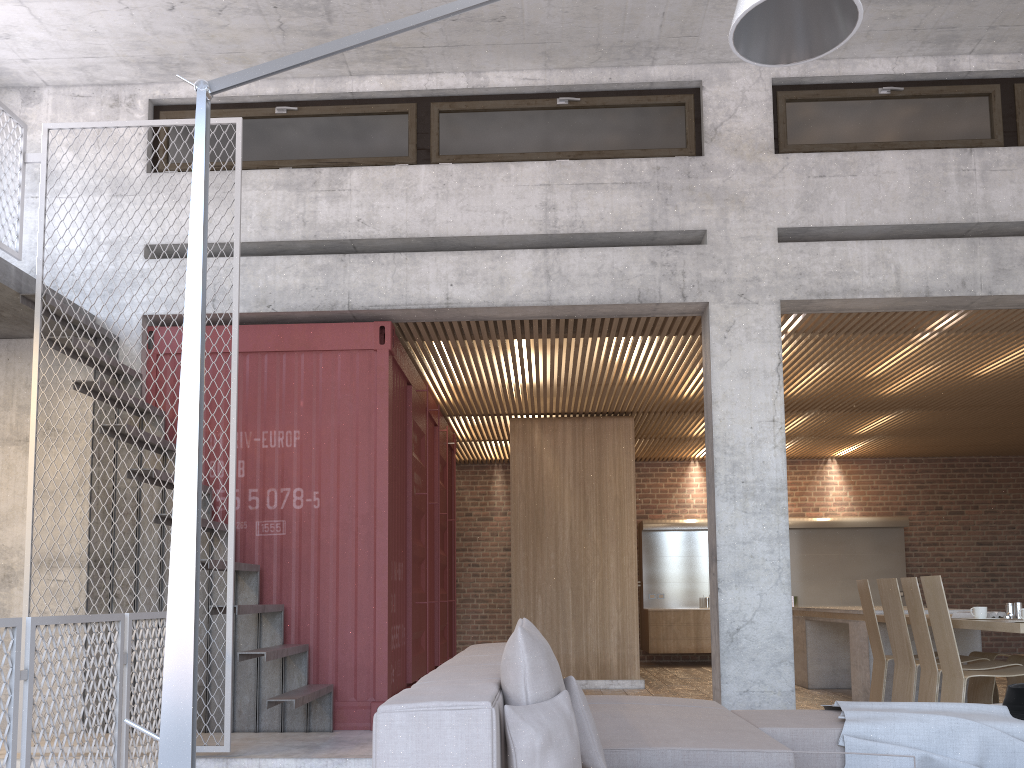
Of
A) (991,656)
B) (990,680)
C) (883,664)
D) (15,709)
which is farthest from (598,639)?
(15,709)

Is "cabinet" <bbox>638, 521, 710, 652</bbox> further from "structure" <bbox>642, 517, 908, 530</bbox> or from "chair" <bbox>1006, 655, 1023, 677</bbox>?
"chair" <bbox>1006, 655, 1023, 677</bbox>

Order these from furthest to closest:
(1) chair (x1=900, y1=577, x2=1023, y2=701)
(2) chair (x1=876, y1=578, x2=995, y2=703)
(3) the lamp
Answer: (2) chair (x1=876, y1=578, x2=995, y2=703)
(1) chair (x1=900, y1=577, x2=1023, y2=701)
(3) the lamp

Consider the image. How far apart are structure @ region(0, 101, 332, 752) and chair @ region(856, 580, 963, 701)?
4.3 meters

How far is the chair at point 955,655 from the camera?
5.6m

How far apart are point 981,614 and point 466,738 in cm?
520

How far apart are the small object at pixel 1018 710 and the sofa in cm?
78

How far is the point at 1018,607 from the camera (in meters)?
6.07

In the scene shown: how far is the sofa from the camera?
2.26m

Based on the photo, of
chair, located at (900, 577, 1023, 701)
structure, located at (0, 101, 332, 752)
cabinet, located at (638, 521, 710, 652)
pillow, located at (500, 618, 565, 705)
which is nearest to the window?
structure, located at (0, 101, 332, 752)
